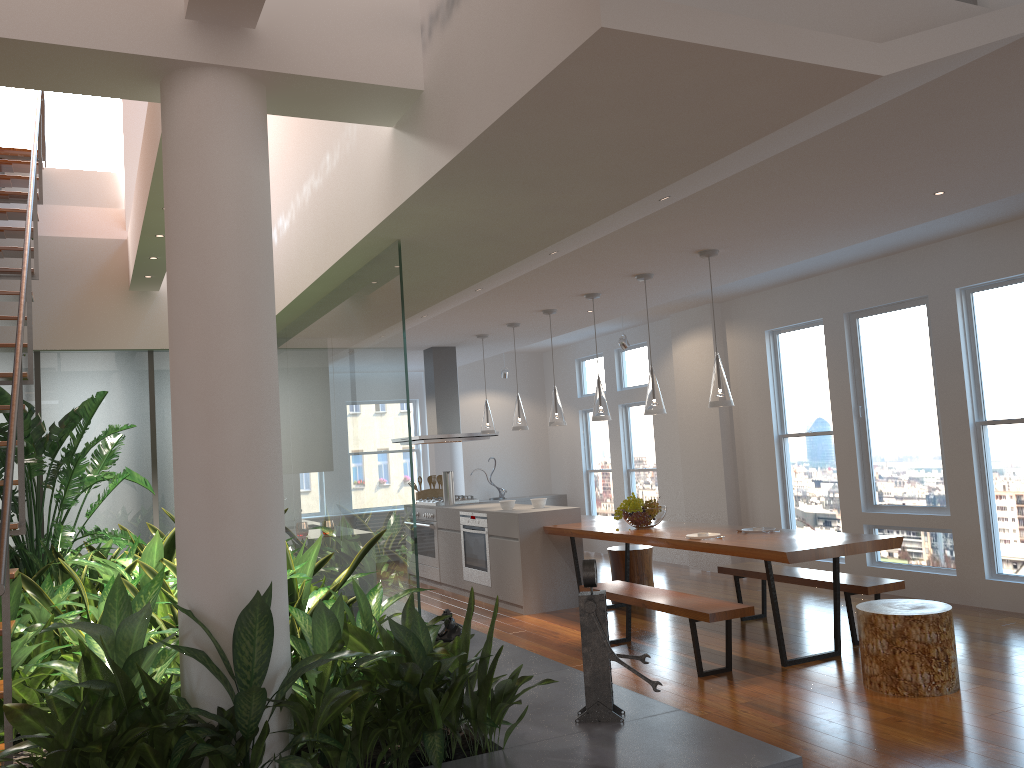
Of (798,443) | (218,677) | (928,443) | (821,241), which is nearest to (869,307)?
(928,443)

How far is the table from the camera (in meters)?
4.91

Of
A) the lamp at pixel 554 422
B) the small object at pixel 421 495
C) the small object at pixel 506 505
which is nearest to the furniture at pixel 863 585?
the lamp at pixel 554 422

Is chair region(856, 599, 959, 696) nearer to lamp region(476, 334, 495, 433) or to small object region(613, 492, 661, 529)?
small object region(613, 492, 661, 529)

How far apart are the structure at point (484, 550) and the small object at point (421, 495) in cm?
161

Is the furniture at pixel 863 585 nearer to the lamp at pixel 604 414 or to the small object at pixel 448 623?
the lamp at pixel 604 414

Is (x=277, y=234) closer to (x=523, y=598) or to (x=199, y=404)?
(x=199, y=404)

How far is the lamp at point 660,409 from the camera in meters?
6.1 m

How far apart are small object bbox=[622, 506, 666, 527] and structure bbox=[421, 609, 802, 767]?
1.86m

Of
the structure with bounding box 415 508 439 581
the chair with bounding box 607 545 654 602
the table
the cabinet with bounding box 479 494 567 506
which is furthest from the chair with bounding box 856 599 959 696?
the cabinet with bounding box 479 494 567 506
